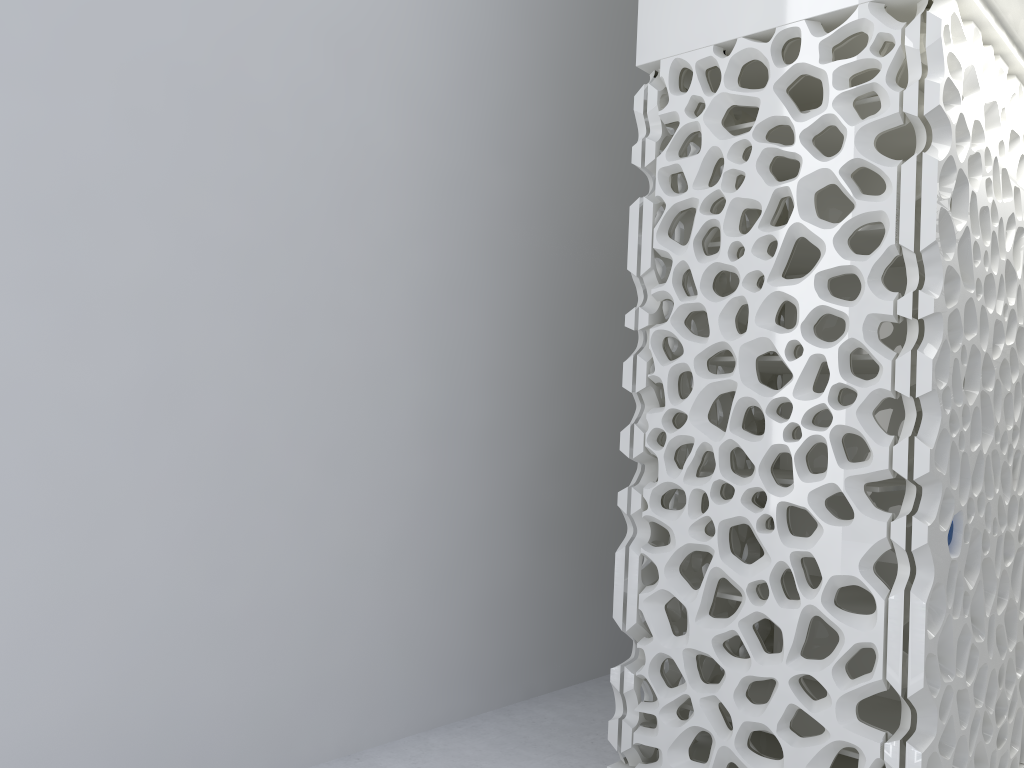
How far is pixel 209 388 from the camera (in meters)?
3.49

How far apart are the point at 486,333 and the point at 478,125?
1.1 meters

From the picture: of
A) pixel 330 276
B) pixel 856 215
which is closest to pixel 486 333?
pixel 330 276
